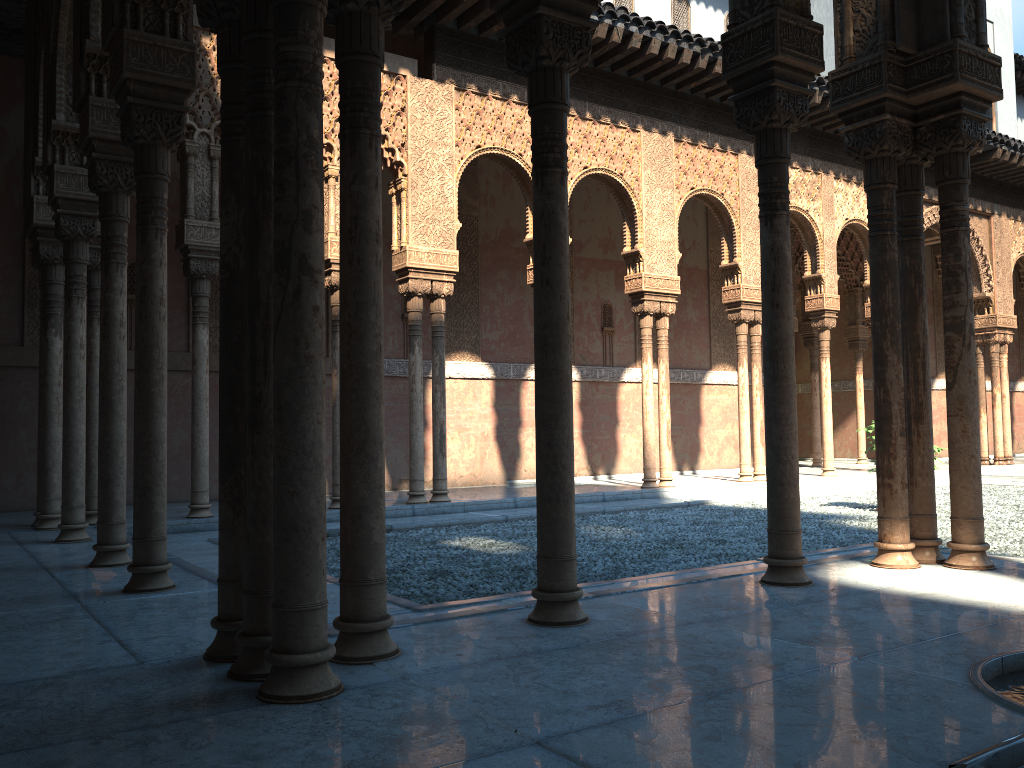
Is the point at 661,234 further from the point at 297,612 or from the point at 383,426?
the point at 297,612
